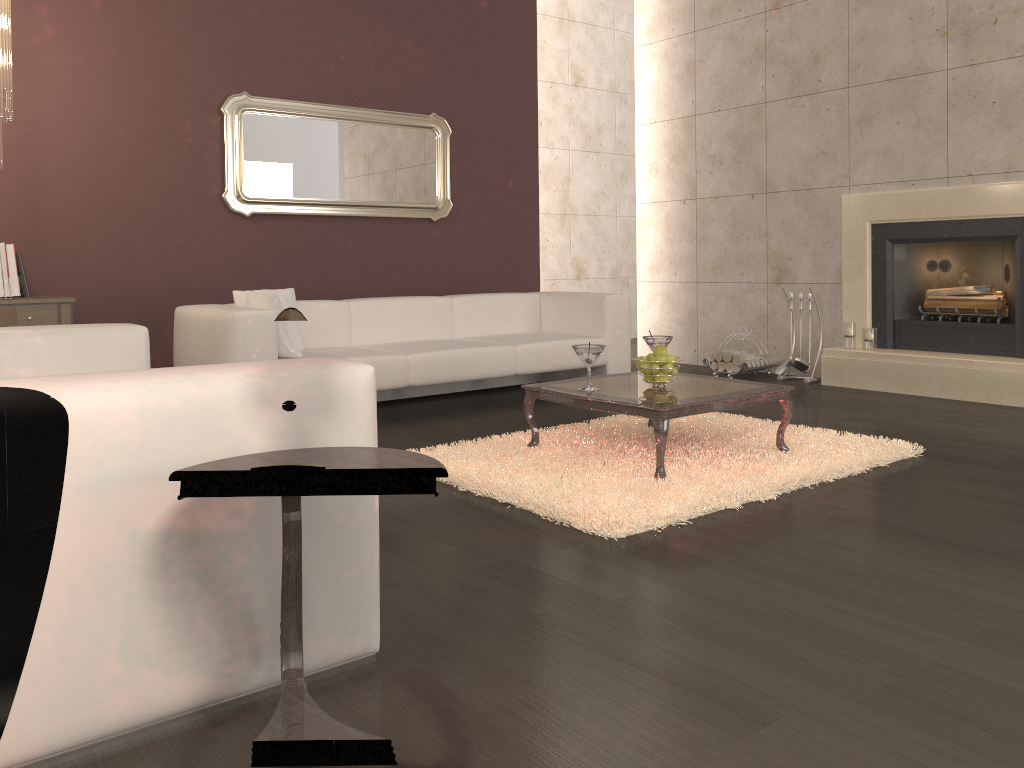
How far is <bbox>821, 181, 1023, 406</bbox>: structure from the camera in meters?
5.4 m

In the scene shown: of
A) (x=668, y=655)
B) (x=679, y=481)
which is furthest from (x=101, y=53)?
(x=668, y=655)

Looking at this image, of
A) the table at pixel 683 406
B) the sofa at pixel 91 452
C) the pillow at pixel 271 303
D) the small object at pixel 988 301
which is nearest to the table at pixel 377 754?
the sofa at pixel 91 452

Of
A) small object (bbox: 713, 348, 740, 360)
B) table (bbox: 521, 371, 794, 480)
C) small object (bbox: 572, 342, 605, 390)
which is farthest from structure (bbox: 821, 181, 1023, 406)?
small object (bbox: 572, 342, 605, 390)

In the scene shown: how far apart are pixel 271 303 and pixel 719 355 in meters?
3.5 m

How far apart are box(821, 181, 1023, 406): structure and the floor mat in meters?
1.6

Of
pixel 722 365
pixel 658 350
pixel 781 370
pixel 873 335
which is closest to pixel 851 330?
pixel 873 335

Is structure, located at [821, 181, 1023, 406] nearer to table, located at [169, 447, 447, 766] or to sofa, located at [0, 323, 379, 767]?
sofa, located at [0, 323, 379, 767]

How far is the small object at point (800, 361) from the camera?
6.37m

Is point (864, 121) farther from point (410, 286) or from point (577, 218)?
point (577, 218)
